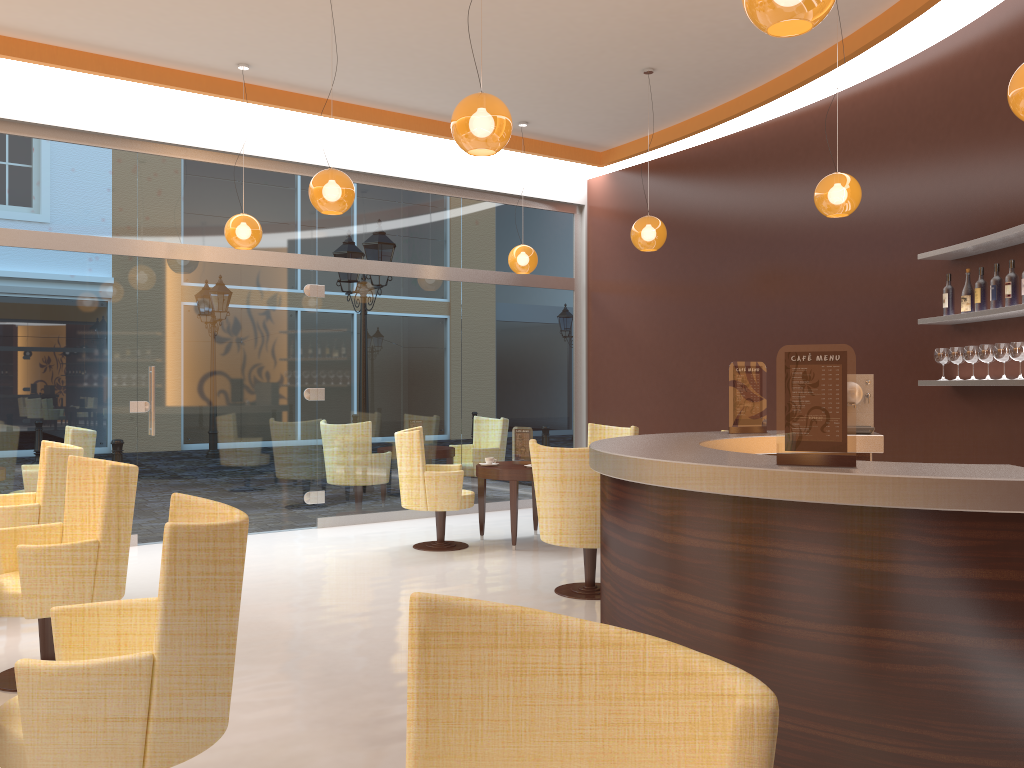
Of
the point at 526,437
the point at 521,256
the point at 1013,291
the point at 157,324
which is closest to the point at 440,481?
the point at 526,437

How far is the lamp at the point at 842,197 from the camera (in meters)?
5.73

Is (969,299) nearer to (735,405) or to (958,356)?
(958,356)

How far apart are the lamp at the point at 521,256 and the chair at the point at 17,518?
4.43m

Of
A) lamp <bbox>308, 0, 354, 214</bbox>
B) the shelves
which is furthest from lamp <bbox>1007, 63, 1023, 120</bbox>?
lamp <bbox>308, 0, 354, 214</bbox>

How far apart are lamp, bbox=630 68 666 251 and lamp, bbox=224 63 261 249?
3.06m

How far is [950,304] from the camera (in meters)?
5.91

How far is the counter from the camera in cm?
266

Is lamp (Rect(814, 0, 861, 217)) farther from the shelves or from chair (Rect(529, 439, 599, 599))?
chair (Rect(529, 439, 599, 599))

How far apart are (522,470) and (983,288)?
3.66m
